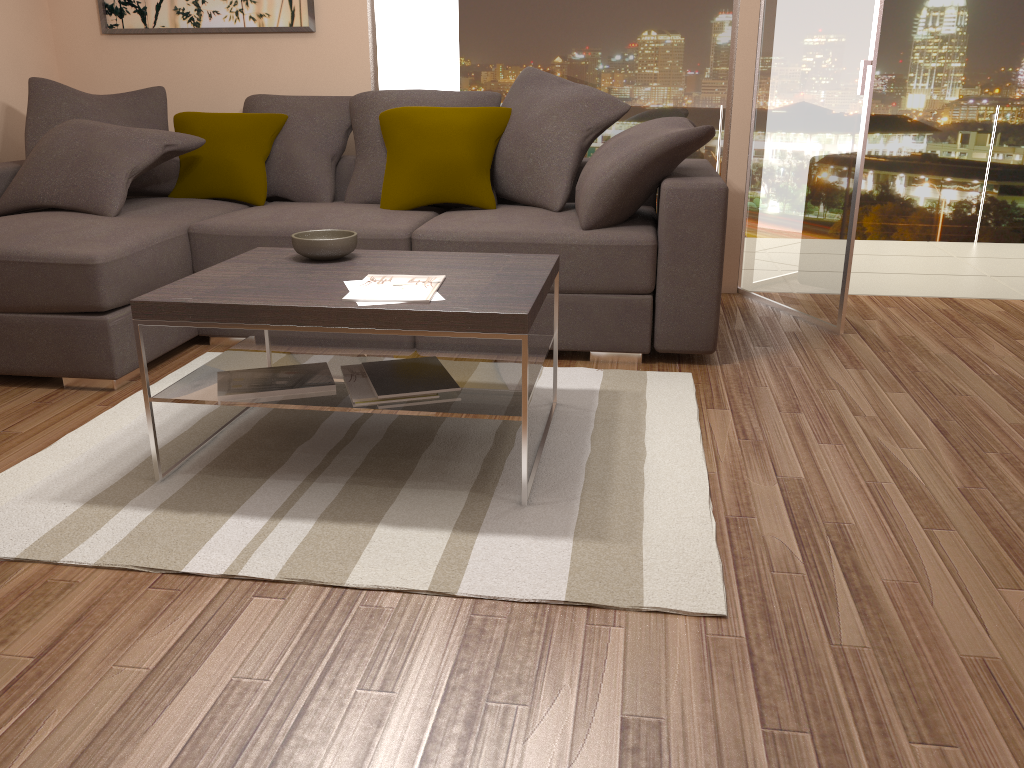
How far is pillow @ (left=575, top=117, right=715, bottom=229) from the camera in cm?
354

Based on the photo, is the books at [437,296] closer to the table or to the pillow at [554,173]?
the table

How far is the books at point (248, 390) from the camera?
2.6 meters

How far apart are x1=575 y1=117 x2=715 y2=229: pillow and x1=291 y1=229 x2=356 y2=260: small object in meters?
1.0 m

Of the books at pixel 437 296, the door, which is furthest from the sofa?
the books at pixel 437 296

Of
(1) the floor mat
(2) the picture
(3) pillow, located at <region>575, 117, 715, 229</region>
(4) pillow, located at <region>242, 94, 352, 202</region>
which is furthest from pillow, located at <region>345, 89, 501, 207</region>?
(1) the floor mat

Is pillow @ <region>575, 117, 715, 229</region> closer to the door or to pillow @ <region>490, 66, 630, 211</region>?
pillow @ <region>490, 66, 630, 211</region>

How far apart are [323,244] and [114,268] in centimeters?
97cm

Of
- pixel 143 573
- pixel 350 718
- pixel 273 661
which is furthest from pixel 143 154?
pixel 350 718

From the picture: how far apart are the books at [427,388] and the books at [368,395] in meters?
0.0 m
